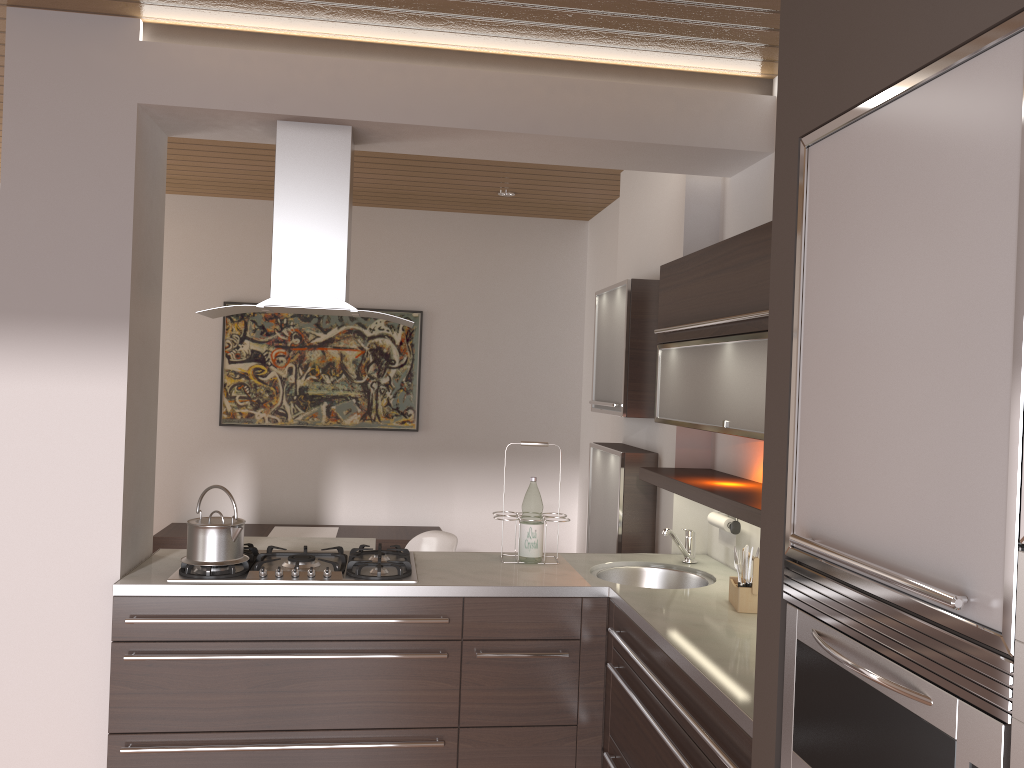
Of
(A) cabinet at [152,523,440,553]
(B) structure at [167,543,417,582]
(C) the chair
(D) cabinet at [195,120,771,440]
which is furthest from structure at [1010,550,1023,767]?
→ (A) cabinet at [152,523,440,553]

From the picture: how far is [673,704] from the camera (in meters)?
2.20

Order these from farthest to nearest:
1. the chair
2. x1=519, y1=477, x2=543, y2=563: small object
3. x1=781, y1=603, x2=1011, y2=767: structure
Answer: the chair
x1=519, y1=477, x2=543, y2=563: small object
x1=781, y1=603, x2=1011, y2=767: structure

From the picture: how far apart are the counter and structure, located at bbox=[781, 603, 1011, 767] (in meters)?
0.25

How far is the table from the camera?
4.3m

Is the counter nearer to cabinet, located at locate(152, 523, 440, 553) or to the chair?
the chair

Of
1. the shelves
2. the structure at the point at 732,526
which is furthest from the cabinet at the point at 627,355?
the structure at the point at 732,526

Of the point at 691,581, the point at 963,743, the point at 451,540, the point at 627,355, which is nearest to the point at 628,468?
the point at 627,355

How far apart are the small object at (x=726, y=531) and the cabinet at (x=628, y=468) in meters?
0.5

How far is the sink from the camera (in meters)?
3.32
